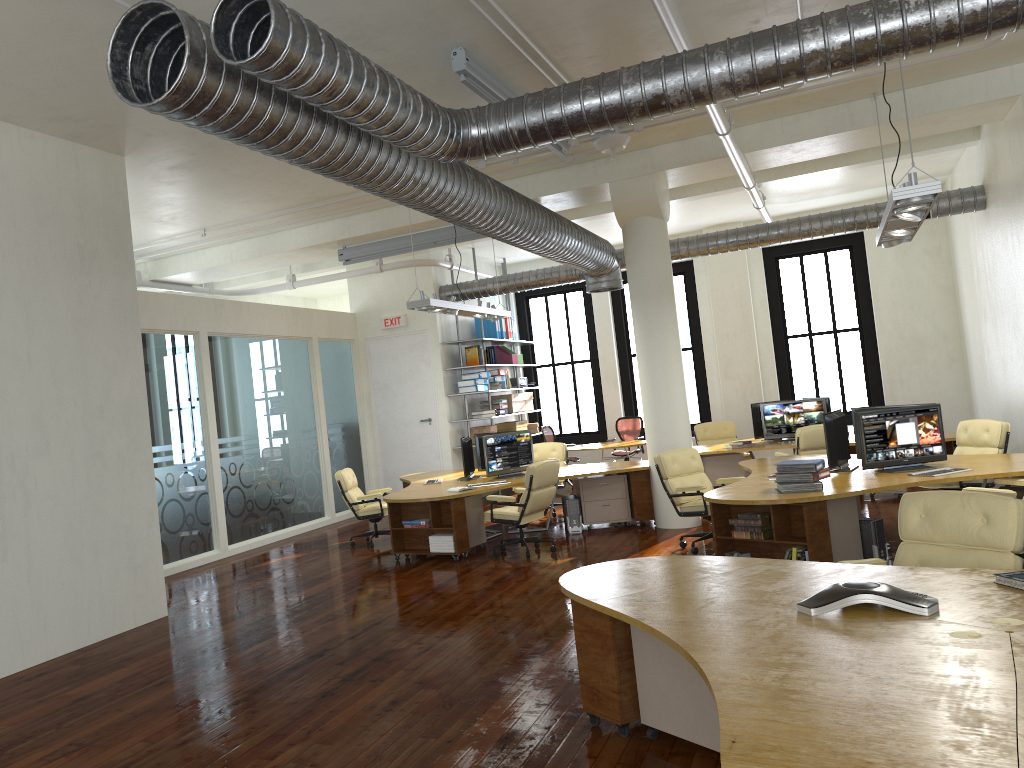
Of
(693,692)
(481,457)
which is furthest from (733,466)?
(693,692)

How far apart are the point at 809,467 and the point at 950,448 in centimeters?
521cm

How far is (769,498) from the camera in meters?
6.9 m

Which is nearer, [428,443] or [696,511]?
[696,511]

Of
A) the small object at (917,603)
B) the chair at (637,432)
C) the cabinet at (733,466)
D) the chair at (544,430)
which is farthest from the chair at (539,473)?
the chair at (637,432)

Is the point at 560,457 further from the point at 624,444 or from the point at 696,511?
the point at 696,511

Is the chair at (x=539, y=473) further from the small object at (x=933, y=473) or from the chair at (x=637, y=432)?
the chair at (x=637, y=432)

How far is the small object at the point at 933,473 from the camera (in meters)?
7.32

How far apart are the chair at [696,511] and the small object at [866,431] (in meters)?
1.39

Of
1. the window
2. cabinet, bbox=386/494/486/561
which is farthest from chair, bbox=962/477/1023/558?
the window
